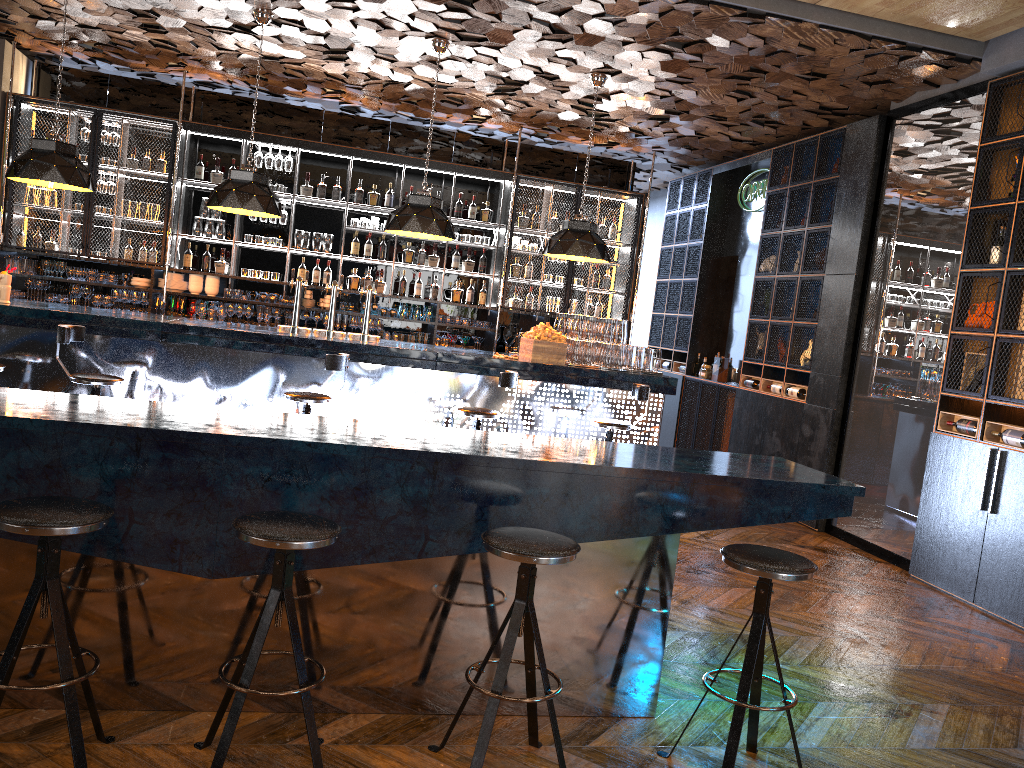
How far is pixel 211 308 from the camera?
9.30m

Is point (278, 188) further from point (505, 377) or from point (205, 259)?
point (505, 377)

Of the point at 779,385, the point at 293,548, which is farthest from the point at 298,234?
the point at 293,548

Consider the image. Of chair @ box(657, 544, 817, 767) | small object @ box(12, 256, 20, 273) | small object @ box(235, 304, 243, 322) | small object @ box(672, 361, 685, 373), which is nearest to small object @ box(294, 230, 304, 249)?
small object @ box(235, 304, 243, 322)

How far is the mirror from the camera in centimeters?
647cm

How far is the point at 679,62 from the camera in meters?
7.0 m

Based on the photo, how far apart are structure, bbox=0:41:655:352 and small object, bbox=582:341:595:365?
2.72m

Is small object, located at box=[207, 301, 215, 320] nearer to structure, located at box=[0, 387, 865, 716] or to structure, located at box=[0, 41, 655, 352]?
structure, located at box=[0, 41, 655, 352]

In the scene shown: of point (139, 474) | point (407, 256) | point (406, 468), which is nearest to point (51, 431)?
point (139, 474)

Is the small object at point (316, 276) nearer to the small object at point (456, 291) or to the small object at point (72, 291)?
the small object at point (456, 291)
